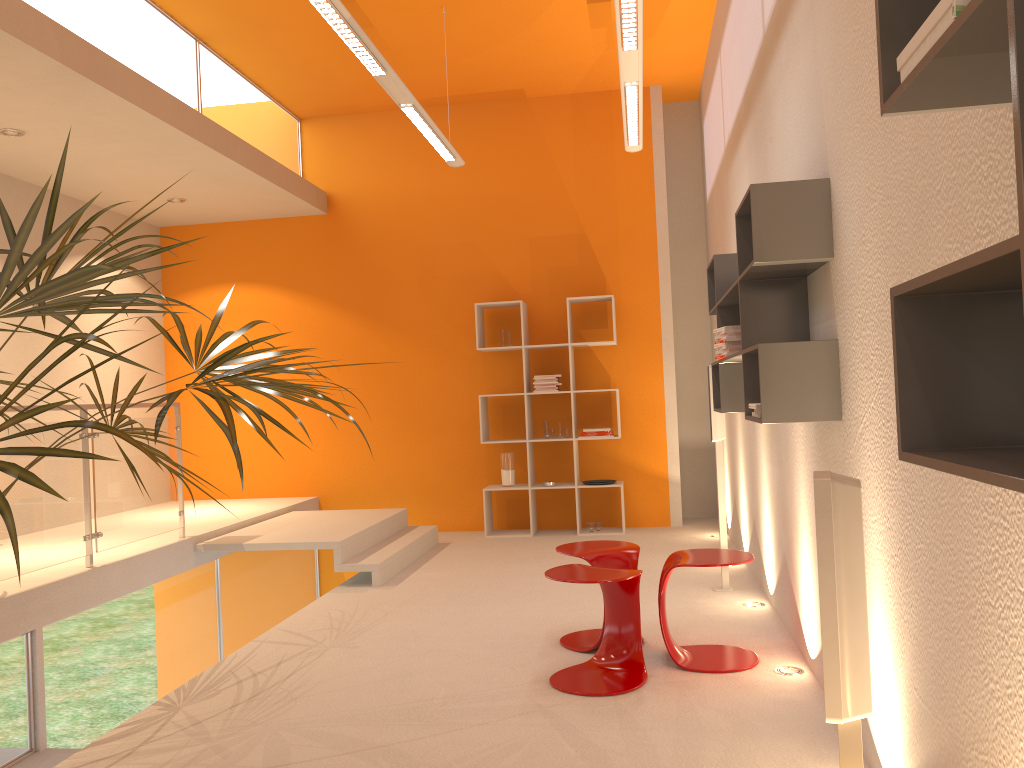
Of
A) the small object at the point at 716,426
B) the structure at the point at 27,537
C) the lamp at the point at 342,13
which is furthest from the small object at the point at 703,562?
the structure at the point at 27,537

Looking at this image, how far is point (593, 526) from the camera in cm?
747

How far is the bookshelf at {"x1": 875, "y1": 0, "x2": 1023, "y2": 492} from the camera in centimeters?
102cm

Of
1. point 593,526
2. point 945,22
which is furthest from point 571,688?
point 593,526

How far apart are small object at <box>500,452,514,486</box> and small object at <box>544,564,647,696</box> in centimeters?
379cm

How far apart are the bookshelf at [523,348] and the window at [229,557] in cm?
168

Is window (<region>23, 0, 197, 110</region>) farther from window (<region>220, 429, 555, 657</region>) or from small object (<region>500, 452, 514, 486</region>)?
small object (<region>500, 452, 514, 486</region>)

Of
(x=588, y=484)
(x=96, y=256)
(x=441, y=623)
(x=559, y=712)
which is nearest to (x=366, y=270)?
(x=96, y=256)

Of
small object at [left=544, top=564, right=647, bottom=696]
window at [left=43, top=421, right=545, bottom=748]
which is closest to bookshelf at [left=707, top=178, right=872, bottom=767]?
small object at [left=544, top=564, right=647, bottom=696]

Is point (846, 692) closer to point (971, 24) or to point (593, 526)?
point (971, 24)
